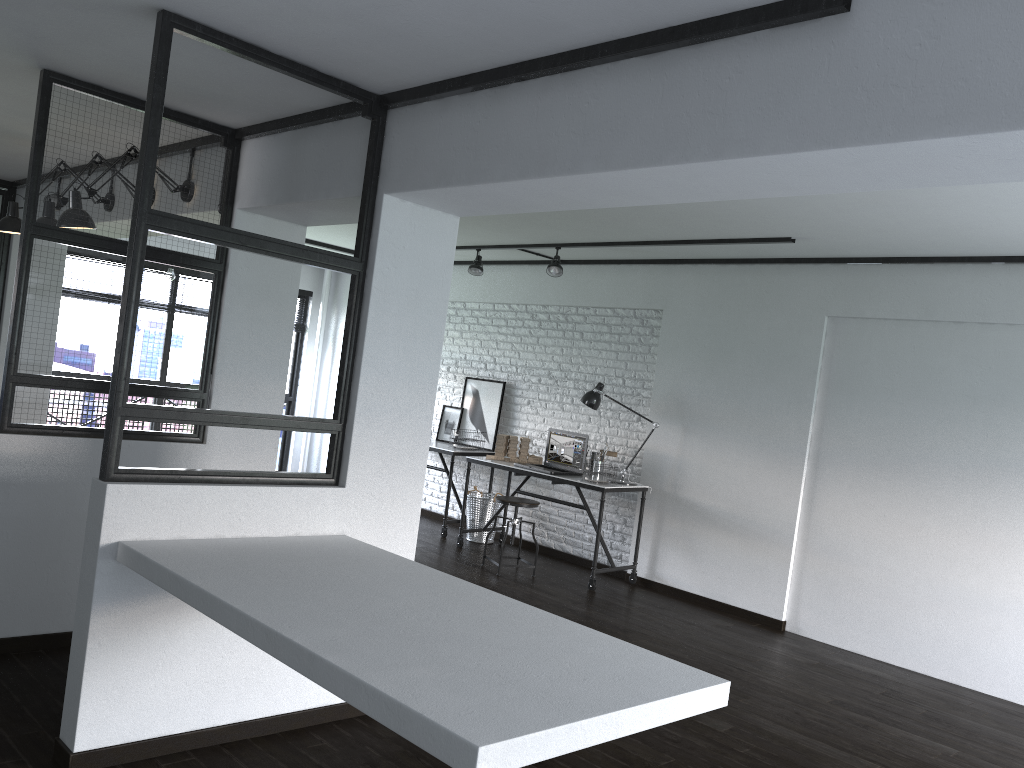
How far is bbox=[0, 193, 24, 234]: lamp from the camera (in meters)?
4.70

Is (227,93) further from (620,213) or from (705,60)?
(620,213)

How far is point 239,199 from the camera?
4.01m

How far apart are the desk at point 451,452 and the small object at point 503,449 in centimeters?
46cm

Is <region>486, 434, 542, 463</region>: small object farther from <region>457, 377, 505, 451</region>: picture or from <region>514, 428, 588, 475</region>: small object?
<region>457, 377, 505, 451</region>: picture

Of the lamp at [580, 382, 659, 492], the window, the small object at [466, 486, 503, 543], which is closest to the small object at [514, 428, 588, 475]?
the lamp at [580, 382, 659, 492]

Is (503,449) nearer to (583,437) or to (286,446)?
(583,437)

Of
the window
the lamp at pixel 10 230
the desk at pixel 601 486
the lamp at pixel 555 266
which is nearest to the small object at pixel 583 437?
the desk at pixel 601 486

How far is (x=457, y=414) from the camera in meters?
8.0

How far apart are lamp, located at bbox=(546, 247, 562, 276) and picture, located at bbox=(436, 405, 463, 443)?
1.93m
